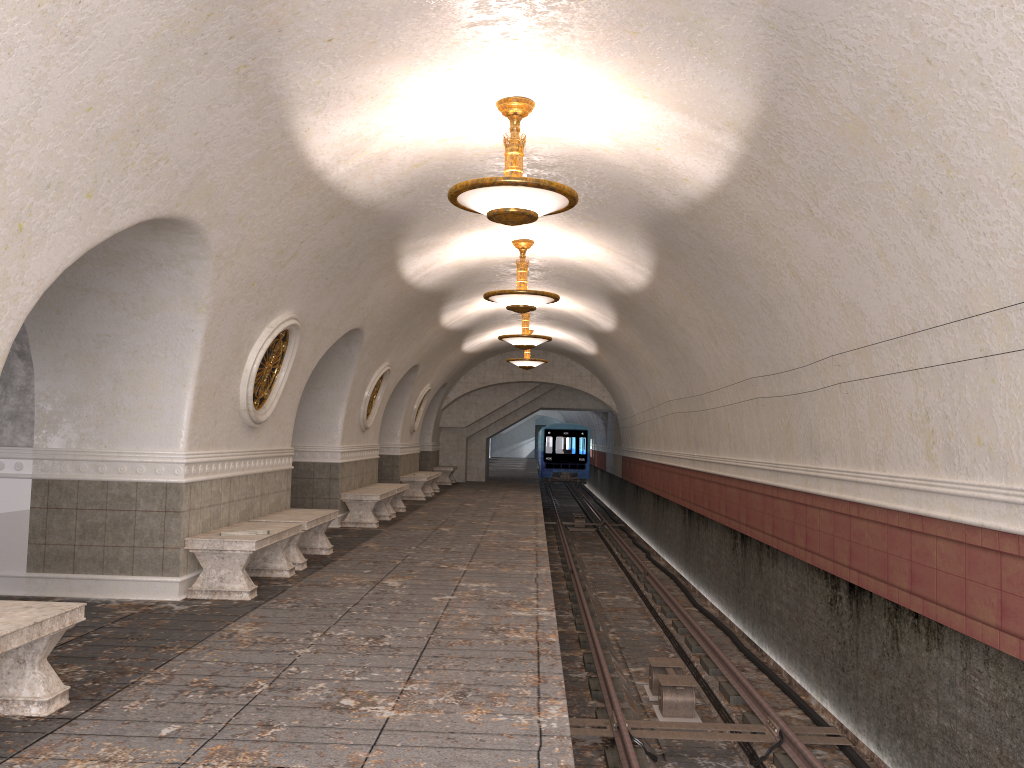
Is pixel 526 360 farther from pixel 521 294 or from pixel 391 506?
pixel 521 294

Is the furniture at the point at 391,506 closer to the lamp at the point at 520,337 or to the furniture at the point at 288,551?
the lamp at the point at 520,337

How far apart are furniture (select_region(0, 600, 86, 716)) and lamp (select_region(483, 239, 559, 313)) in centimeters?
733cm

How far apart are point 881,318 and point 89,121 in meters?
5.1 m

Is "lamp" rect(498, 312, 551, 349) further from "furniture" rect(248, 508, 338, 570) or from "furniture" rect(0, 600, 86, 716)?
"furniture" rect(0, 600, 86, 716)

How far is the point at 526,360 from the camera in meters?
20.8 m

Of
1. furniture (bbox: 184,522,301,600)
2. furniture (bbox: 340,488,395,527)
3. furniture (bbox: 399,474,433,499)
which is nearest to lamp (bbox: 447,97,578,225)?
furniture (bbox: 184,522,301,600)

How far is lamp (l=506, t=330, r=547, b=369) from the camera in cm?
2080

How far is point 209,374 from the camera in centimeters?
771cm

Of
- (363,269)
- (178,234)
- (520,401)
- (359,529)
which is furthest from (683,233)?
(520,401)
